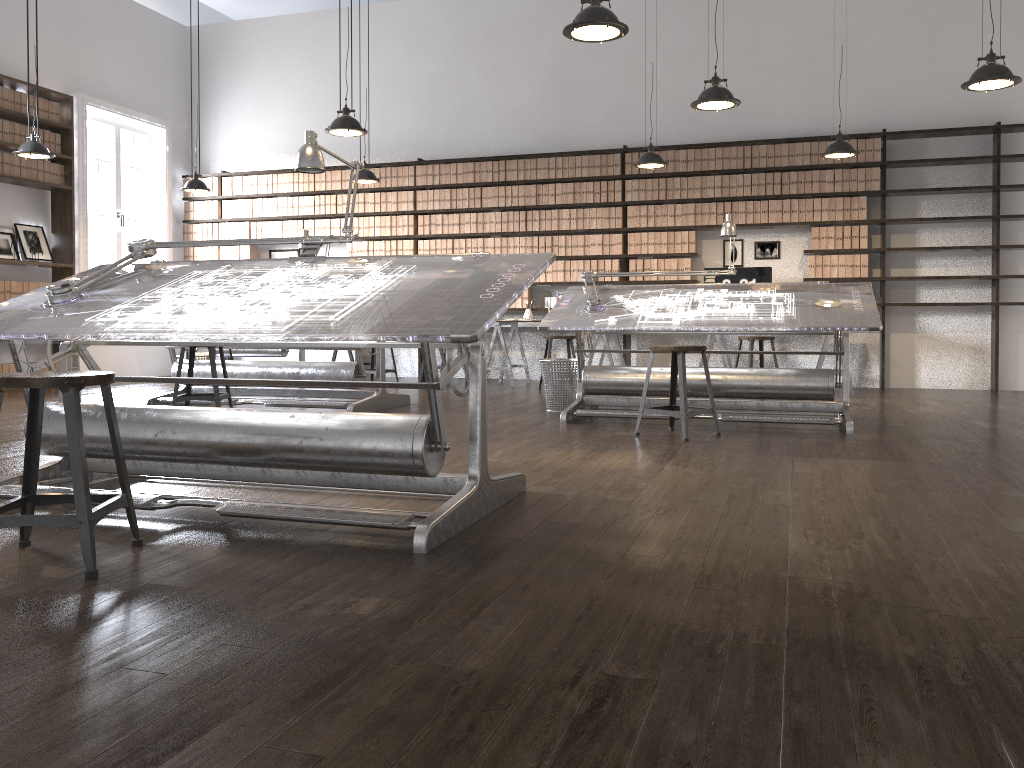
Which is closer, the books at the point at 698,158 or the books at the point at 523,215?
the books at the point at 698,158

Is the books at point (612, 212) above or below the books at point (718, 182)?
below

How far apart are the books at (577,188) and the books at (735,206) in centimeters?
161cm

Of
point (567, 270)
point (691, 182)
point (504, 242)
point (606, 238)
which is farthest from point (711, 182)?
point (504, 242)

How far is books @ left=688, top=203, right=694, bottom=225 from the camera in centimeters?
886cm

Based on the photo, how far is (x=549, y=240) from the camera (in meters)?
9.33

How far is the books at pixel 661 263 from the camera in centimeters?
899cm

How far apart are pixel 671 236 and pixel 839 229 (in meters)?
1.59

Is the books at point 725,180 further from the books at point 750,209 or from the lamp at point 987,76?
the lamp at point 987,76

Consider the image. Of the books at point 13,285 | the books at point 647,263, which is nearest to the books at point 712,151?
the books at point 647,263
